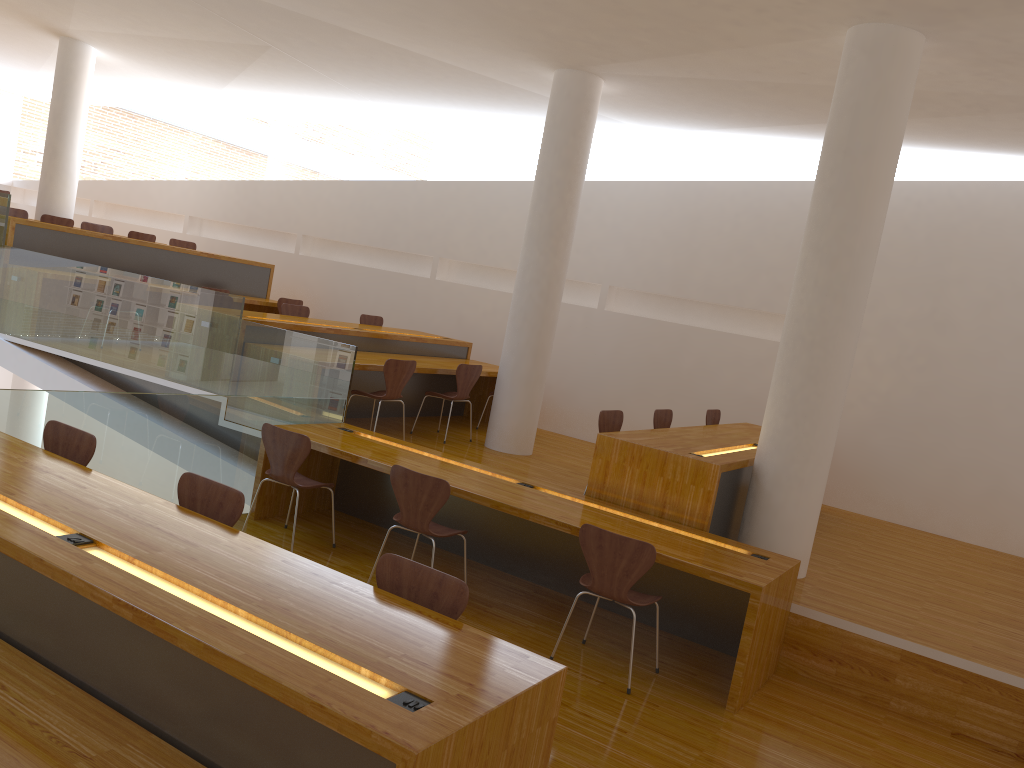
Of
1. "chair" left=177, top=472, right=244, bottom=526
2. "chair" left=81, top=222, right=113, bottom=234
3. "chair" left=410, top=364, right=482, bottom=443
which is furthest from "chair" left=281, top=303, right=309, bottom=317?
"chair" left=177, top=472, right=244, bottom=526

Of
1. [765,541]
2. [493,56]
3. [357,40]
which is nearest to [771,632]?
[765,541]

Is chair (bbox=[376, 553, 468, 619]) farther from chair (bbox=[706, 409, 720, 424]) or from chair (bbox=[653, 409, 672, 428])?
chair (bbox=[706, 409, 720, 424])

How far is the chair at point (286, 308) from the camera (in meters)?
8.58

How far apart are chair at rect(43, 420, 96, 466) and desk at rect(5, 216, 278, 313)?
4.6 meters

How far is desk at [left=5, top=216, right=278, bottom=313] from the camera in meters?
8.1 m

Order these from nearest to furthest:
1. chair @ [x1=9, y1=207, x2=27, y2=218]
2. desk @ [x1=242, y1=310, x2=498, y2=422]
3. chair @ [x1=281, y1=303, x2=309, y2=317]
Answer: desk @ [x1=242, y1=310, x2=498, y2=422]
chair @ [x1=281, y1=303, x2=309, y2=317]
chair @ [x1=9, y1=207, x2=27, y2=218]

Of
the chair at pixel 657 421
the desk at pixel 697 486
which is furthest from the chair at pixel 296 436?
the chair at pixel 657 421

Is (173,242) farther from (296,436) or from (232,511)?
(232,511)

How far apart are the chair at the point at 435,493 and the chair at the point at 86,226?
6.7 meters
